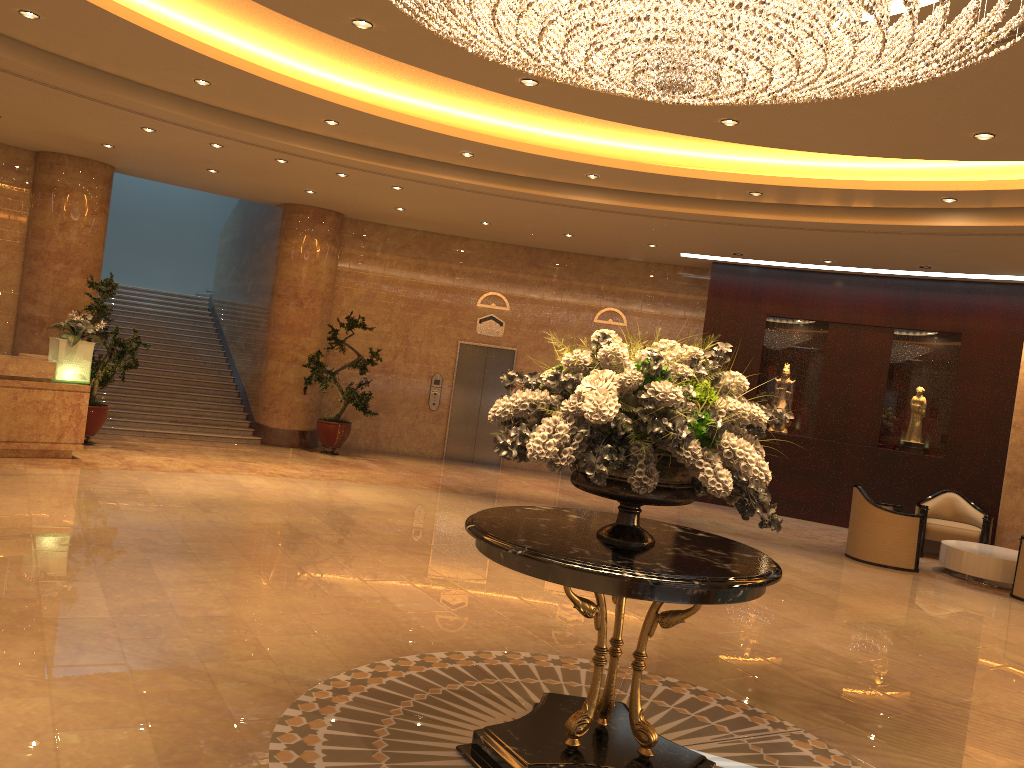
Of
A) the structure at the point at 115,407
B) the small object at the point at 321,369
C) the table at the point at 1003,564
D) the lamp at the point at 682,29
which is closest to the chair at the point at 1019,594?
the table at the point at 1003,564

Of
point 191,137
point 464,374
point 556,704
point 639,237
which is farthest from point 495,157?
point 556,704

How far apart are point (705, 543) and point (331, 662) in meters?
2.3 m

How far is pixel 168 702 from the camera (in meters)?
4.27

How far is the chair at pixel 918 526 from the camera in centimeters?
1069cm

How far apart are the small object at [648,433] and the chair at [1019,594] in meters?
7.4 m

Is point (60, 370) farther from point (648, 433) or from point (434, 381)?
point (648, 433)

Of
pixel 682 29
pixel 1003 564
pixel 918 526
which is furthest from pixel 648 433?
pixel 1003 564

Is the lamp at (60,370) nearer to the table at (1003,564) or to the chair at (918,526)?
the chair at (918,526)

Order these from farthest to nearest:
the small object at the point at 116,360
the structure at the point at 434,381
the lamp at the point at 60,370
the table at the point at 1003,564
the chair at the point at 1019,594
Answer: the structure at the point at 434,381, the small object at the point at 116,360, the lamp at the point at 60,370, the table at the point at 1003,564, the chair at the point at 1019,594
